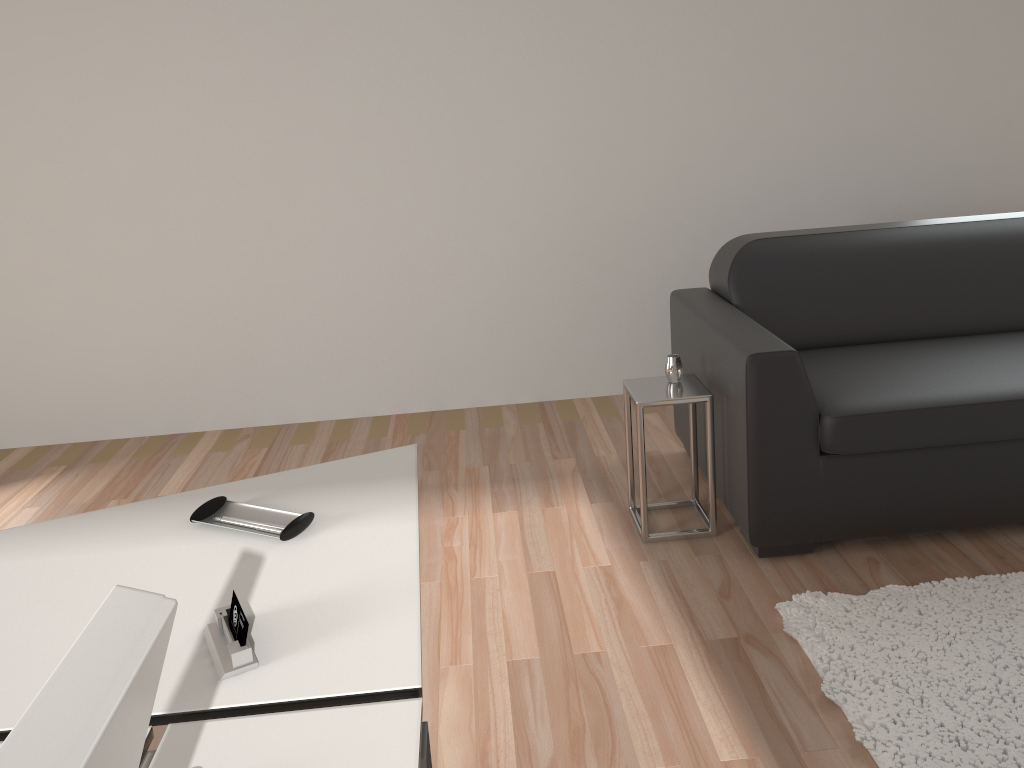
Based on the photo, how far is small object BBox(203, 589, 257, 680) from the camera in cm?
117

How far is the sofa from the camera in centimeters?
254cm

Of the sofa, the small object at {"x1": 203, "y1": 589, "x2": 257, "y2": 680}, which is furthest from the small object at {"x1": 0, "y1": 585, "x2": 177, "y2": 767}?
the sofa

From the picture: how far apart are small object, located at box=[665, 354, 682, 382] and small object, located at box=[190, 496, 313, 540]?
1.6m

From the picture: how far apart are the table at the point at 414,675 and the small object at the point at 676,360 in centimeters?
122cm

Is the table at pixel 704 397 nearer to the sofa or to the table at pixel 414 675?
the sofa

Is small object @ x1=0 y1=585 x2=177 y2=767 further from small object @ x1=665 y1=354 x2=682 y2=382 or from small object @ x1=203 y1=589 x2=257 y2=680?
small object @ x1=665 y1=354 x2=682 y2=382

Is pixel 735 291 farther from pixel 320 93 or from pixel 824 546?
pixel 320 93

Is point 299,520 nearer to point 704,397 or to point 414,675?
point 414,675

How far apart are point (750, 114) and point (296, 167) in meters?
2.0 m
